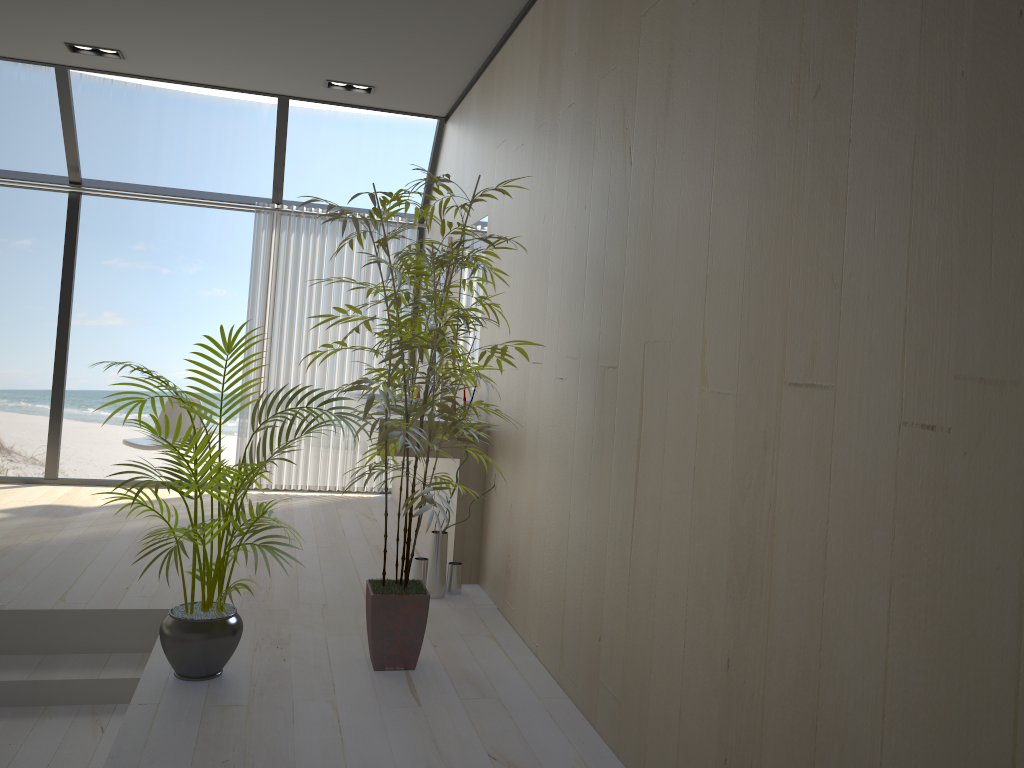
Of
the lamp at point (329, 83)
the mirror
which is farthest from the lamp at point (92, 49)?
the mirror

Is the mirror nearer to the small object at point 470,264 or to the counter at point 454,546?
the counter at point 454,546

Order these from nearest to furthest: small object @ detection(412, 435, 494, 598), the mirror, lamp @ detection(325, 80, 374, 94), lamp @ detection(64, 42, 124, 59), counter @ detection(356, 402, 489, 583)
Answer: small object @ detection(412, 435, 494, 598)
counter @ detection(356, 402, 489, 583)
the mirror
lamp @ detection(64, 42, 124, 59)
lamp @ detection(325, 80, 374, 94)

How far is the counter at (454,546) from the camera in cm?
429

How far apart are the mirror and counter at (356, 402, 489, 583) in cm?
58

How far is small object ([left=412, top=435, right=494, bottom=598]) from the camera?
4.0m

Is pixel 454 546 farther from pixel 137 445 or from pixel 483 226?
pixel 137 445

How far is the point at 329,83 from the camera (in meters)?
5.59

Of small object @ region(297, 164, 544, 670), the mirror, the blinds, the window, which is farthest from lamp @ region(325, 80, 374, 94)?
small object @ region(297, 164, 544, 670)

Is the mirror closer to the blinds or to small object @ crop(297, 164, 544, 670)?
small object @ crop(297, 164, 544, 670)
